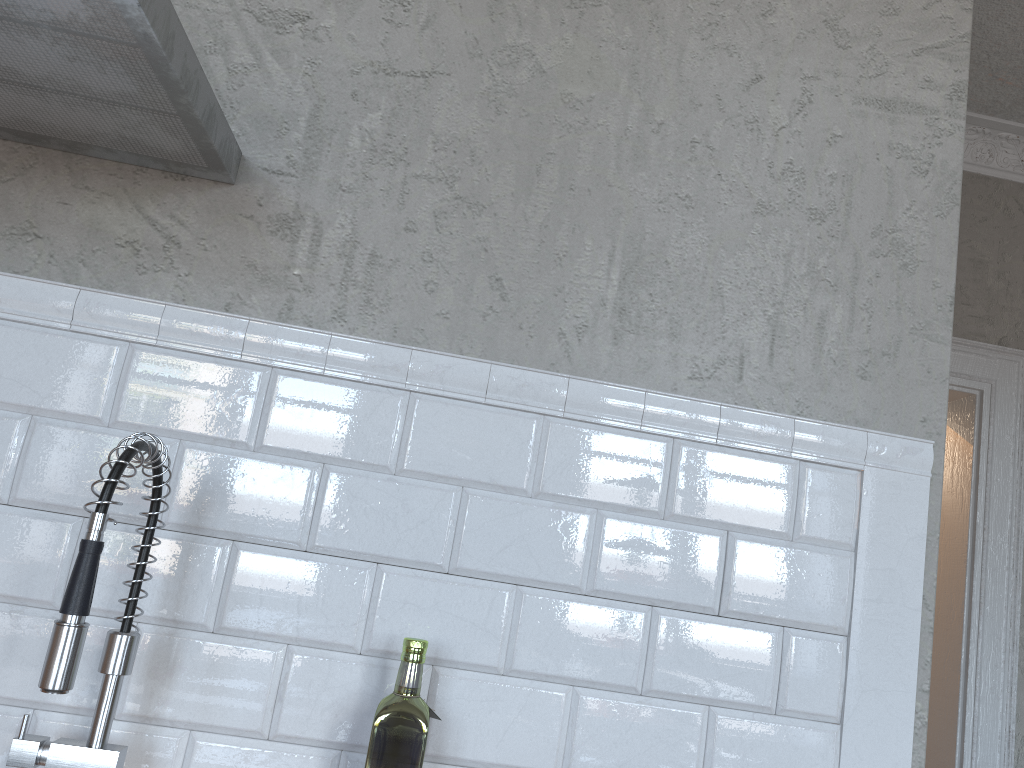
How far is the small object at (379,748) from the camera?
1.0 meters

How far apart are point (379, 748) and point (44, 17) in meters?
0.9

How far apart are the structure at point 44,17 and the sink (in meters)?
0.41

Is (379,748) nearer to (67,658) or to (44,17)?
(67,658)

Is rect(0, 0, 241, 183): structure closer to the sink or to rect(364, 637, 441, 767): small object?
the sink

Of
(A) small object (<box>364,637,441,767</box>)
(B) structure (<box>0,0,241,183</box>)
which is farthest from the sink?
(B) structure (<box>0,0,241,183</box>)

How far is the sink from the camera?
0.9m

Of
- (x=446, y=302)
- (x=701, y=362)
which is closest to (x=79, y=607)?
(x=446, y=302)

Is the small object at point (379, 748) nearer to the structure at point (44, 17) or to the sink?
the sink

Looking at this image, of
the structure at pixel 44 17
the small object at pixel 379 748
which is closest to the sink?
the small object at pixel 379 748
